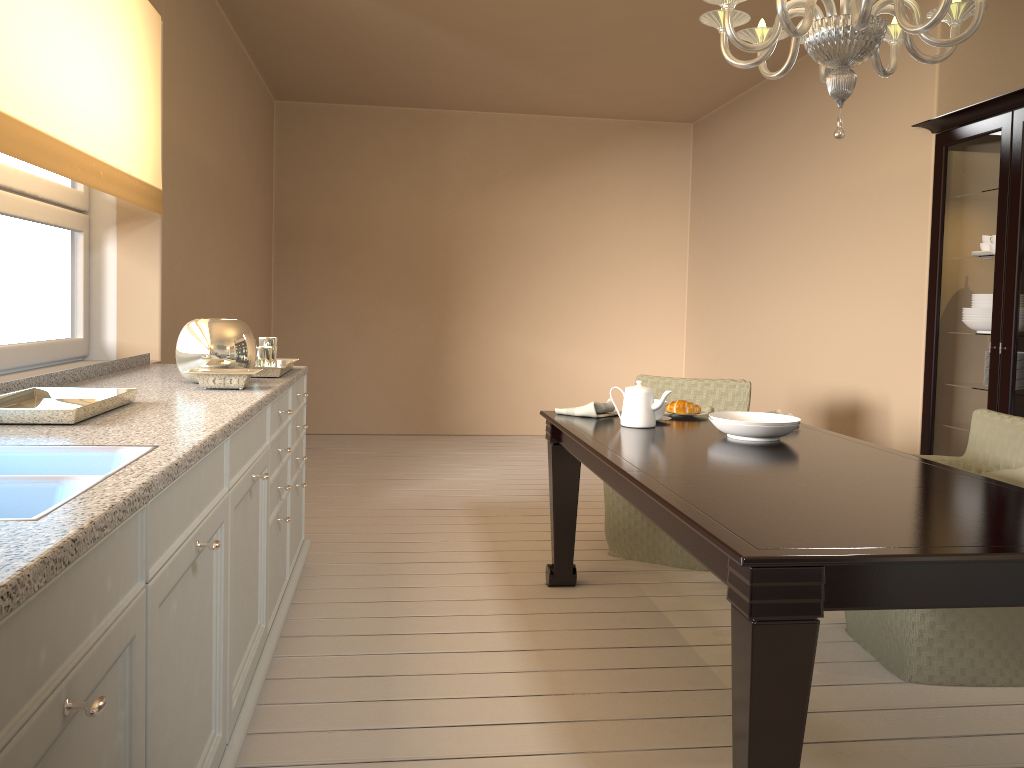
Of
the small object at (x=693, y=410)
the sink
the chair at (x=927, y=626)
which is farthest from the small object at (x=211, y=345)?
the chair at (x=927, y=626)

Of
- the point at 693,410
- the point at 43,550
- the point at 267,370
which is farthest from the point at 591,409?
the point at 43,550

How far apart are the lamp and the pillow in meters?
1.3 m

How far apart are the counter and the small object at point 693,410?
1.38m

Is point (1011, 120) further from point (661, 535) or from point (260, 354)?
point (260, 354)

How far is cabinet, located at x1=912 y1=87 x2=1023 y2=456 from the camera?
3.5 meters

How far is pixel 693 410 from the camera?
3.3 meters

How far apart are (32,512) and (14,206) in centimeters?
195cm

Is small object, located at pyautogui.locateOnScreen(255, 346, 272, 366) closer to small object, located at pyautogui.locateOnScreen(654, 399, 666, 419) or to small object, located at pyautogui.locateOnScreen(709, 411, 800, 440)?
small object, located at pyautogui.locateOnScreen(654, 399, 666, 419)

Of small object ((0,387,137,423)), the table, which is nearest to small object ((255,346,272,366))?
small object ((0,387,137,423))
